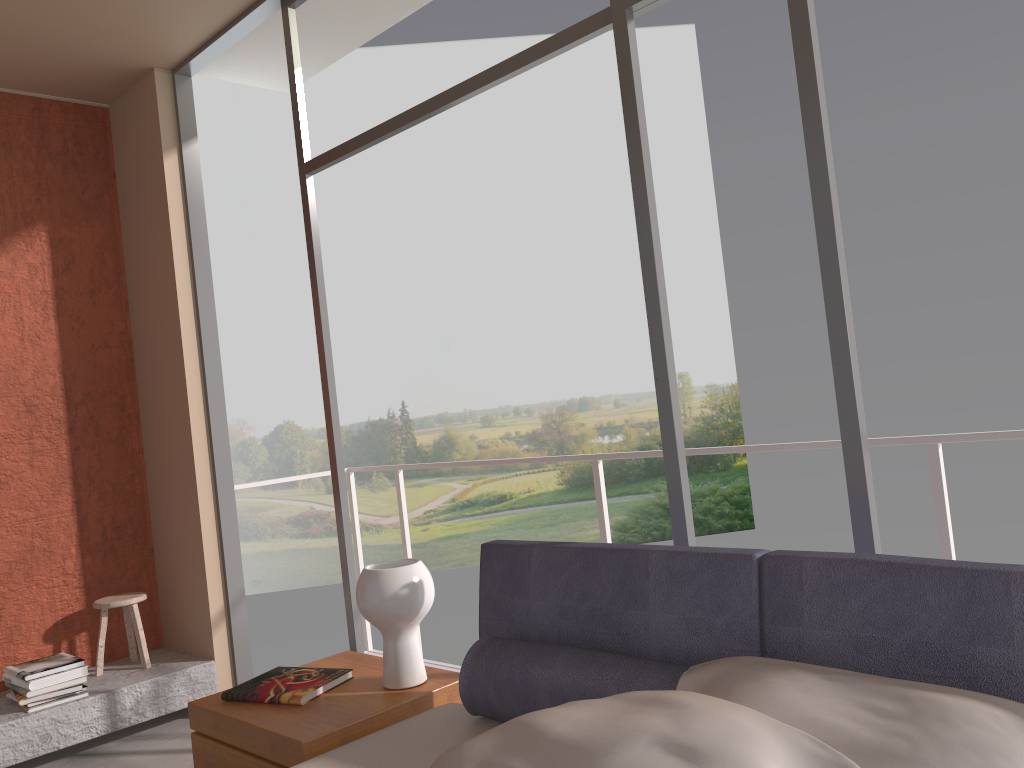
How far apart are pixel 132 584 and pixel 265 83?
2.7m

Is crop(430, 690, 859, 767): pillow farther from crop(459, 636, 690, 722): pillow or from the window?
the window

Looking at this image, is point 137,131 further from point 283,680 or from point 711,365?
point 711,365

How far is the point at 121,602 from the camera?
4.19m

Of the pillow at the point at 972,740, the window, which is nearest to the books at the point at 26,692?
the window

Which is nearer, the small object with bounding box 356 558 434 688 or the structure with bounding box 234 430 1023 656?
the small object with bounding box 356 558 434 688

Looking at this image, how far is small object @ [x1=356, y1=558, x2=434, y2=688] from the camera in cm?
243

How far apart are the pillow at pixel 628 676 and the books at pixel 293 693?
0.6 meters

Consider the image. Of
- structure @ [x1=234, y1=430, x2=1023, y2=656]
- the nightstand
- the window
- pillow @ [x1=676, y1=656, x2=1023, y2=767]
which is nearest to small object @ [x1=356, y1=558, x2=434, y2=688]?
the nightstand

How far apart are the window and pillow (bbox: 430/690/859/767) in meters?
0.8
